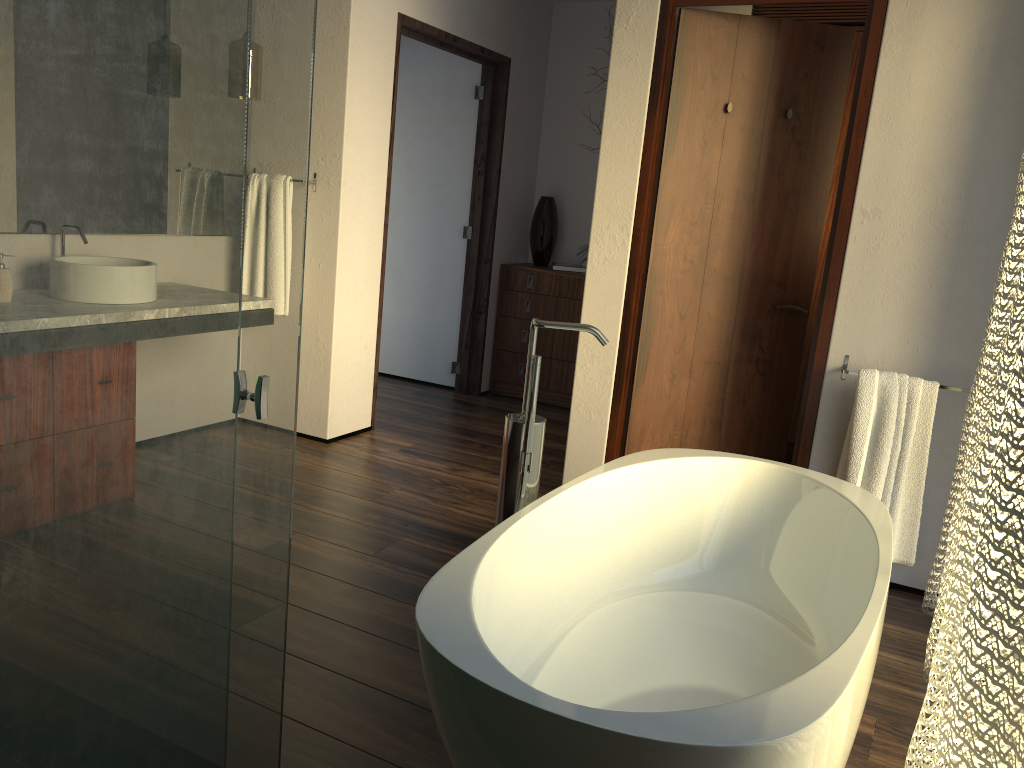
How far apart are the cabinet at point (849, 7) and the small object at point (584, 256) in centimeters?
143cm

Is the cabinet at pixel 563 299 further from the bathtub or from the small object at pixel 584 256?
the bathtub

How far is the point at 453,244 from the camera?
5.3 meters

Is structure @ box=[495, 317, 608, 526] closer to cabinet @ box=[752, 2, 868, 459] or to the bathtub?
the bathtub

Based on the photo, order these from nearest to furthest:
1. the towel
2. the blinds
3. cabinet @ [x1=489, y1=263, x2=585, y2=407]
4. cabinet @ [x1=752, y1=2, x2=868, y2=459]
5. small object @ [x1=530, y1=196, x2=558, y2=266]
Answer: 1. the blinds
2. the towel
3. cabinet @ [x1=752, y1=2, x2=868, y2=459]
4. cabinet @ [x1=489, y1=263, x2=585, y2=407]
5. small object @ [x1=530, y1=196, x2=558, y2=266]

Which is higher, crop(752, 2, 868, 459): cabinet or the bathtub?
crop(752, 2, 868, 459): cabinet

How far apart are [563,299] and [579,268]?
0.2m

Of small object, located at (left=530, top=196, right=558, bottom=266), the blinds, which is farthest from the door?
small object, located at (left=530, top=196, right=558, bottom=266)

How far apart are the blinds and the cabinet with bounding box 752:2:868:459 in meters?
1.7 m

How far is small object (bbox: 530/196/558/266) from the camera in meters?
5.3
